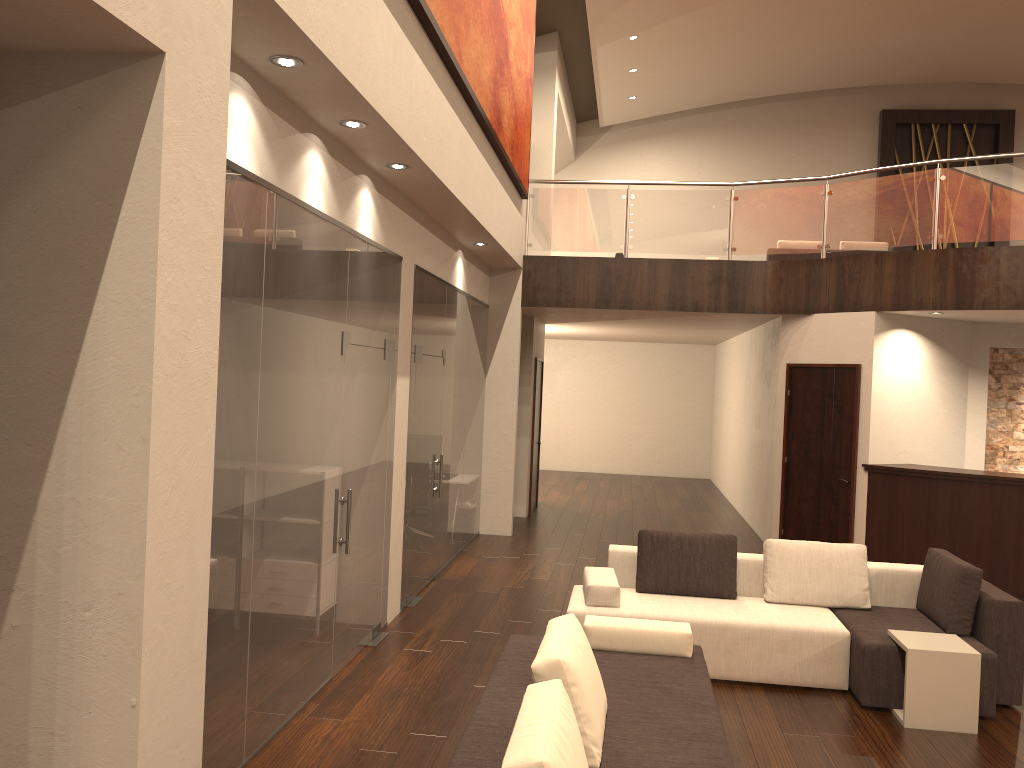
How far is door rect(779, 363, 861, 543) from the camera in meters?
9.6 m

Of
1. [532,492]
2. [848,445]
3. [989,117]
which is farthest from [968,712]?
[989,117]

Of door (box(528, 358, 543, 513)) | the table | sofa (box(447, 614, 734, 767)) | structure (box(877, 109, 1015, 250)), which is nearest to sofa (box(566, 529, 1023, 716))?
the table

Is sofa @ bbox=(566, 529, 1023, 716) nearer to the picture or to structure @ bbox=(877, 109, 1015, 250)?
the picture

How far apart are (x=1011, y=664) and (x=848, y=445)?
4.4 meters

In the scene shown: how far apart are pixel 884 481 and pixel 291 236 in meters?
7.2 m

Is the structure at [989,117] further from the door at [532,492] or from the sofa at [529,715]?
the sofa at [529,715]

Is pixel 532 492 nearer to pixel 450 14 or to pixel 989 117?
pixel 450 14

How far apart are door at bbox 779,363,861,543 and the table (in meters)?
4.29

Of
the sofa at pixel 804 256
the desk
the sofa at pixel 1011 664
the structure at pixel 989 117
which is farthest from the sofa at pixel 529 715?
the structure at pixel 989 117
